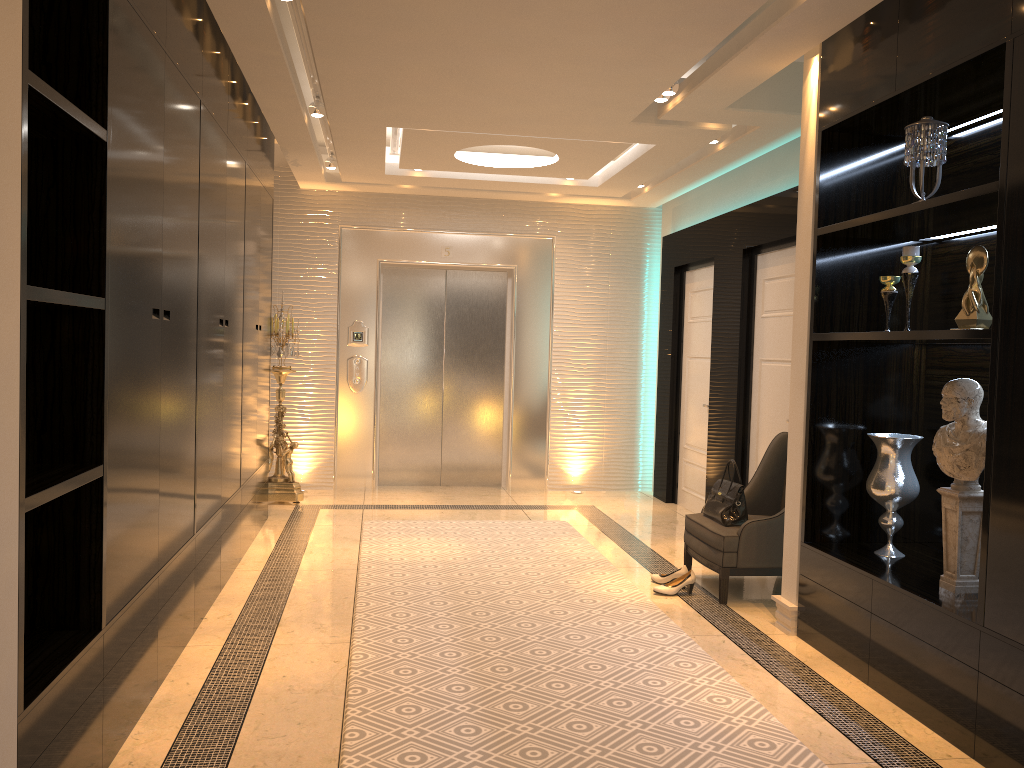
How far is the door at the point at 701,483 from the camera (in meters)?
7.05

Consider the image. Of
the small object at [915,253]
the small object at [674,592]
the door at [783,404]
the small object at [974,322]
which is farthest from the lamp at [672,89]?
the small object at [674,592]

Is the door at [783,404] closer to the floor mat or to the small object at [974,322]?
the floor mat

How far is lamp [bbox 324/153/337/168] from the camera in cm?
692

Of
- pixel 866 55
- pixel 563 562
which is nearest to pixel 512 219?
pixel 563 562

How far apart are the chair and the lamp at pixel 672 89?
2.0m

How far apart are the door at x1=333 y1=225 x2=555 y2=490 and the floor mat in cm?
156

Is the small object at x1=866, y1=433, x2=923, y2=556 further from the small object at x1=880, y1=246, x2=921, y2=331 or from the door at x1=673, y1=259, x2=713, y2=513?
the door at x1=673, y1=259, x2=713, y2=513

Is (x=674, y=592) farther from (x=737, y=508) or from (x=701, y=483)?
(x=701, y=483)

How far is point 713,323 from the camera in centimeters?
665cm
